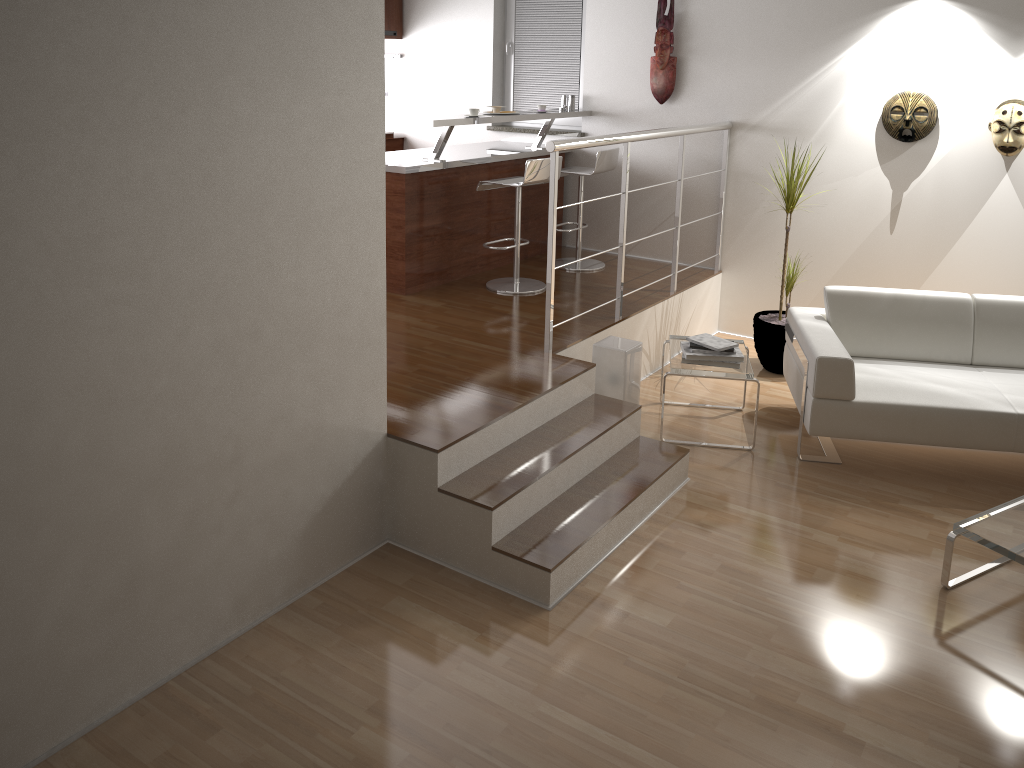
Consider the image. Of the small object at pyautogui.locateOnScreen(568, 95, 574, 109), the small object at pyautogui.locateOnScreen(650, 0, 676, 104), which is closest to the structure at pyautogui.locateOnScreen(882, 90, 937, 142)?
the small object at pyautogui.locateOnScreen(650, 0, 676, 104)

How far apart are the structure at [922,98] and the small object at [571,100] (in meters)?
2.15

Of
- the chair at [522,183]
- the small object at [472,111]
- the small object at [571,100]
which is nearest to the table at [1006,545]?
the chair at [522,183]

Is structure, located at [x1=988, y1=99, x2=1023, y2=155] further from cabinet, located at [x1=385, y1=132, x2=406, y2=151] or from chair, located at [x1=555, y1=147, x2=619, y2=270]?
cabinet, located at [x1=385, y1=132, x2=406, y2=151]

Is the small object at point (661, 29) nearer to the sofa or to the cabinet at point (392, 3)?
the sofa

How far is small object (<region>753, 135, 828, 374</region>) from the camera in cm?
531

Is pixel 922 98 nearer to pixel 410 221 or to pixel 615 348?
pixel 615 348

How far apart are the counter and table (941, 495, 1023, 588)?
3.3 meters

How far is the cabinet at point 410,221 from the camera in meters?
5.2

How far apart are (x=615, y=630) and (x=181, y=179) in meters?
2.0 m
